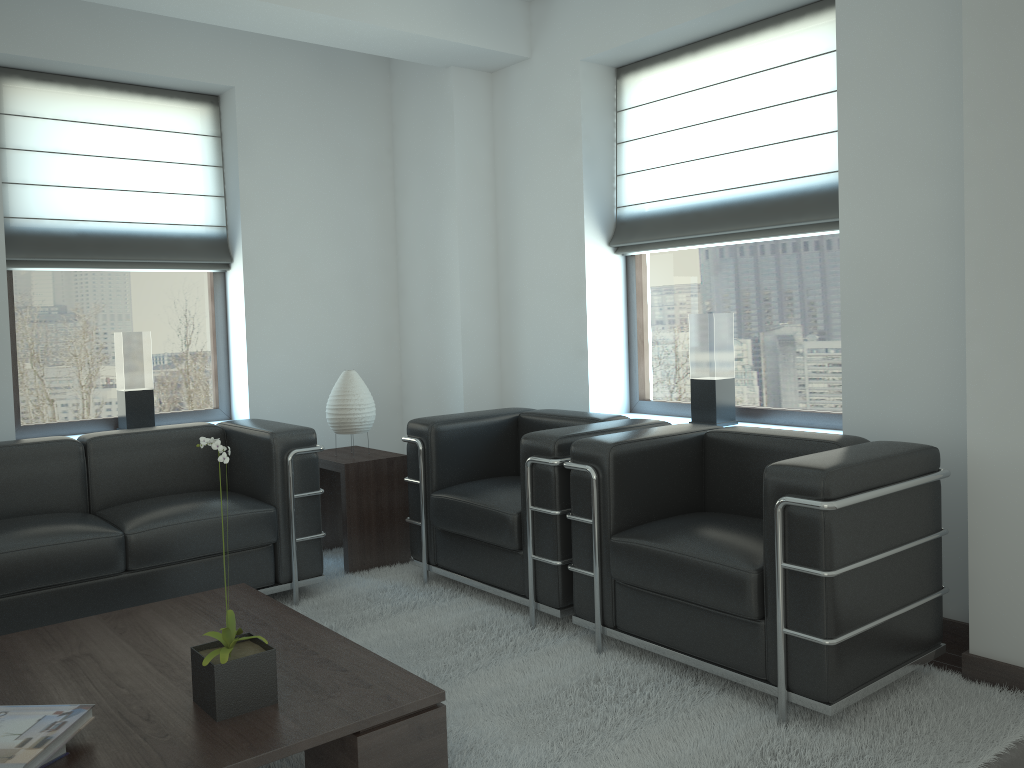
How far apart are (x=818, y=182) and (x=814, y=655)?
3.1 meters

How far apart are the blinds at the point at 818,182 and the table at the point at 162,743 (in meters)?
3.73

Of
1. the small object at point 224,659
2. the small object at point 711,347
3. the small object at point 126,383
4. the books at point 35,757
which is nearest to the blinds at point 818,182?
the small object at point 711,347

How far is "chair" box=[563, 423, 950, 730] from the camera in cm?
375

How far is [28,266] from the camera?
6.46m

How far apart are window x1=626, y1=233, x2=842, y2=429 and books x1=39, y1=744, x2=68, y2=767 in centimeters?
464cm

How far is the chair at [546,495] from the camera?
5.04m

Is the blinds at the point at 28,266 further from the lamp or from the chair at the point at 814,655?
the chair at the point at 814,655

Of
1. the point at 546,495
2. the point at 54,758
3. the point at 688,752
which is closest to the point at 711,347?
the point at 546,495

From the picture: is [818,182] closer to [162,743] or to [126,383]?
[162,743]
